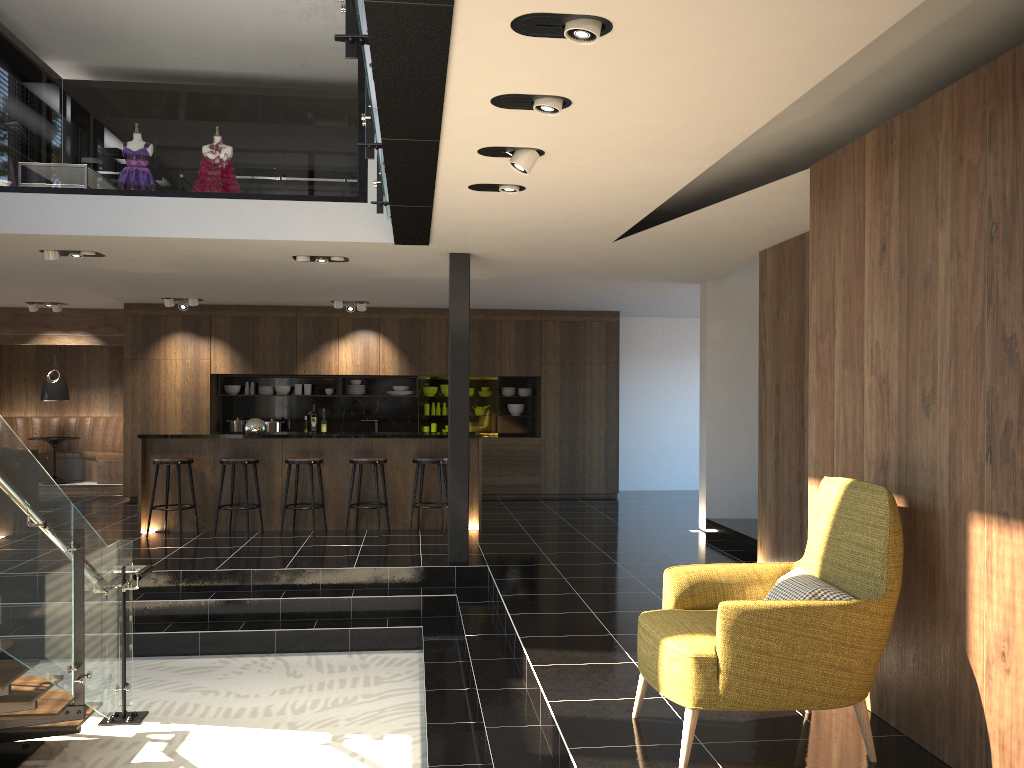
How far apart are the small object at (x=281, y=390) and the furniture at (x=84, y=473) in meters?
2.6

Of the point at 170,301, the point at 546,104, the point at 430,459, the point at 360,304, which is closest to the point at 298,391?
the point at 360,304

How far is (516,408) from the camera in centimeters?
1315cm

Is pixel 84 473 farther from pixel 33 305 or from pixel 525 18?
pixel 525 18

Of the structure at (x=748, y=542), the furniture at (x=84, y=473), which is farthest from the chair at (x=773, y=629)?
the furniture at (x=84, y=473)

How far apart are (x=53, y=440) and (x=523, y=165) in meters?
10.9

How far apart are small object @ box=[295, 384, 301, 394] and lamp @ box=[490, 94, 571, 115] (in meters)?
9.63

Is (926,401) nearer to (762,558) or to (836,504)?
(836,504)

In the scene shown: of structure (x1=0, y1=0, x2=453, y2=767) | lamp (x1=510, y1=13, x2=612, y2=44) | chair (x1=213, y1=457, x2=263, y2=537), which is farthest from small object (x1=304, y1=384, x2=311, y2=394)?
lamp (x1=510, y1=13, x2=612, y2=44)

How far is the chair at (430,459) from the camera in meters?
9.2
